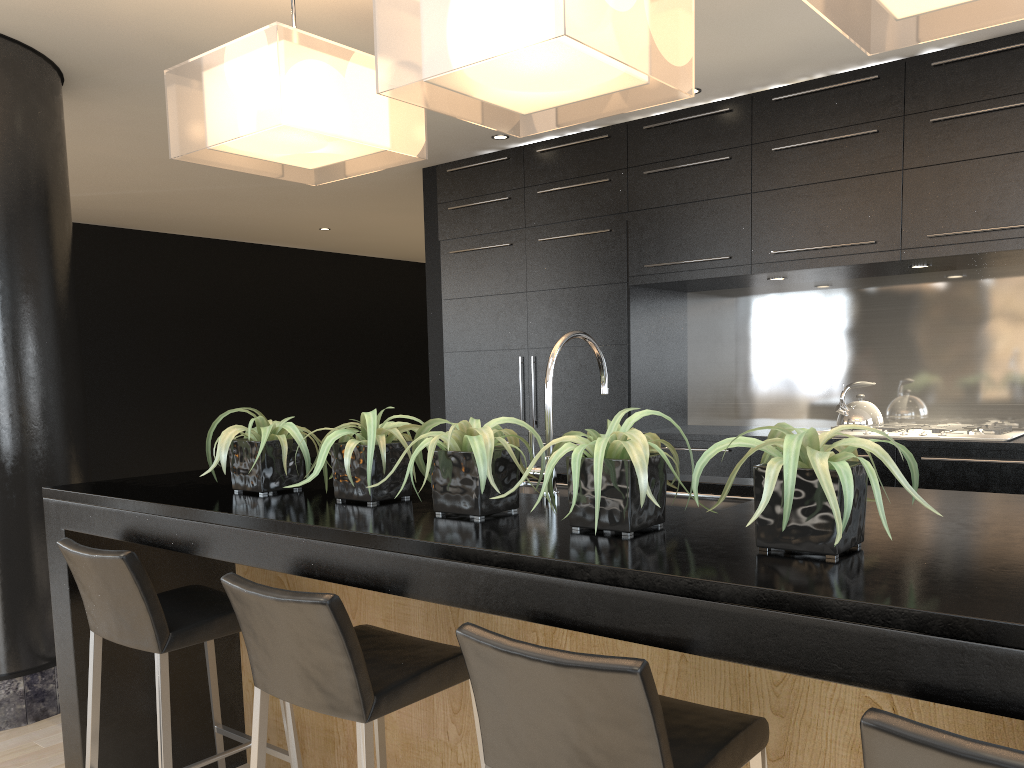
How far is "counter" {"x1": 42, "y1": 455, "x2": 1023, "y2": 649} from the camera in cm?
118

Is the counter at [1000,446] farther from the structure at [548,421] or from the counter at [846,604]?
the structure at [548,421]

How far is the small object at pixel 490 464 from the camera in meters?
1.9

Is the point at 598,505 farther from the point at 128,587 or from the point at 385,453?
the point at 128,587

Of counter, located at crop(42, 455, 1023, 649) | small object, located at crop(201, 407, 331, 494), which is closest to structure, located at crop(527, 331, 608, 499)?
counter, located at crop(42, 455, 1023, 649)

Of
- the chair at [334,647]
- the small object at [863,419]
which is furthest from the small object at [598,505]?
the small object at [863,419]

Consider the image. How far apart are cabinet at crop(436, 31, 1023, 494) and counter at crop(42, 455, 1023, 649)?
1.97m

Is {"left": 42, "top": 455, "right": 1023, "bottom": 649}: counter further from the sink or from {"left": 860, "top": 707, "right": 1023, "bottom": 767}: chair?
{"left": 860, "top": 707, "right": 1023, "bottom": 767}: chair

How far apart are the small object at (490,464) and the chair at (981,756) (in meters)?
0.91

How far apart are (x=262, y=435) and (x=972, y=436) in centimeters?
319cm
